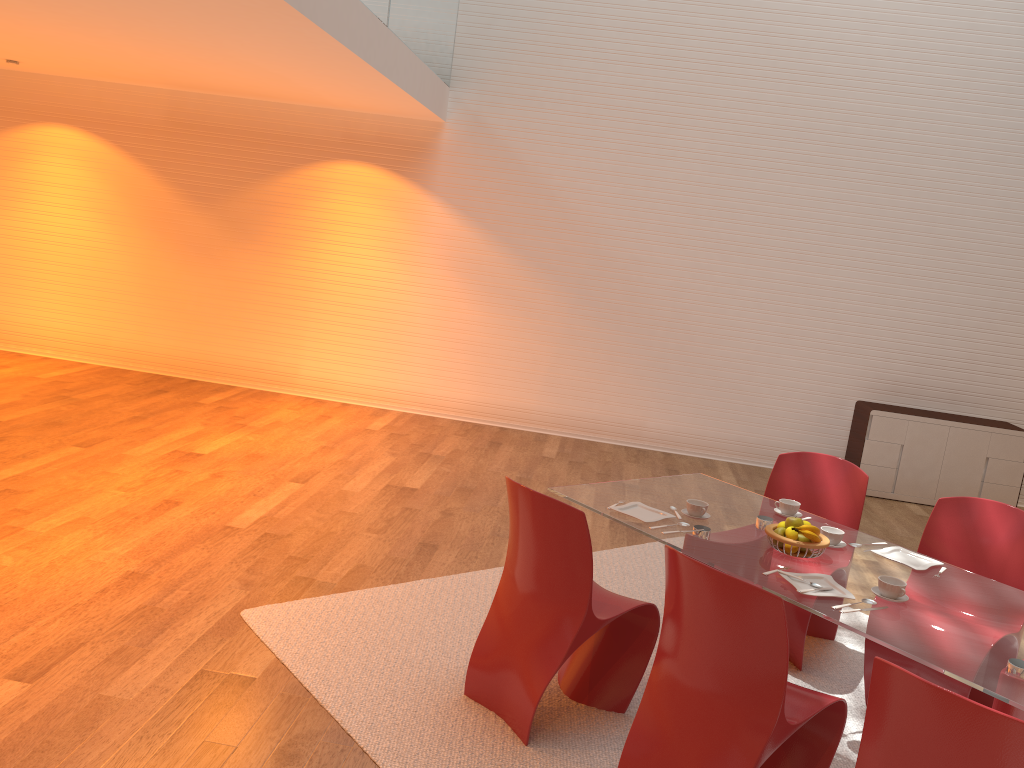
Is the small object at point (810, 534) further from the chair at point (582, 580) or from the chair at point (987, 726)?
the chair at point (987, 726)

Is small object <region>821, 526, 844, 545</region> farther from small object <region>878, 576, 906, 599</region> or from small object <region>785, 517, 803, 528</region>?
small object <region>878, 576, 906, 599</region>

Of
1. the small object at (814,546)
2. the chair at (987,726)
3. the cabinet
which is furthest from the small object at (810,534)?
the cabinet

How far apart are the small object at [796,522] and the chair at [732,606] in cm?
66

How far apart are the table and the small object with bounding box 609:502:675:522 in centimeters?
3cm

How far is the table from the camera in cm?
255

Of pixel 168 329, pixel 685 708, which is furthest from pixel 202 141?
pixel 685 708

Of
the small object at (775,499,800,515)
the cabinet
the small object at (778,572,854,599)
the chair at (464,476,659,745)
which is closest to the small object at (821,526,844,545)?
the small object at (775,499,800,515)

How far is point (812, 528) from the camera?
3.2m

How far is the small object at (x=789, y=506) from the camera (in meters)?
3.77
